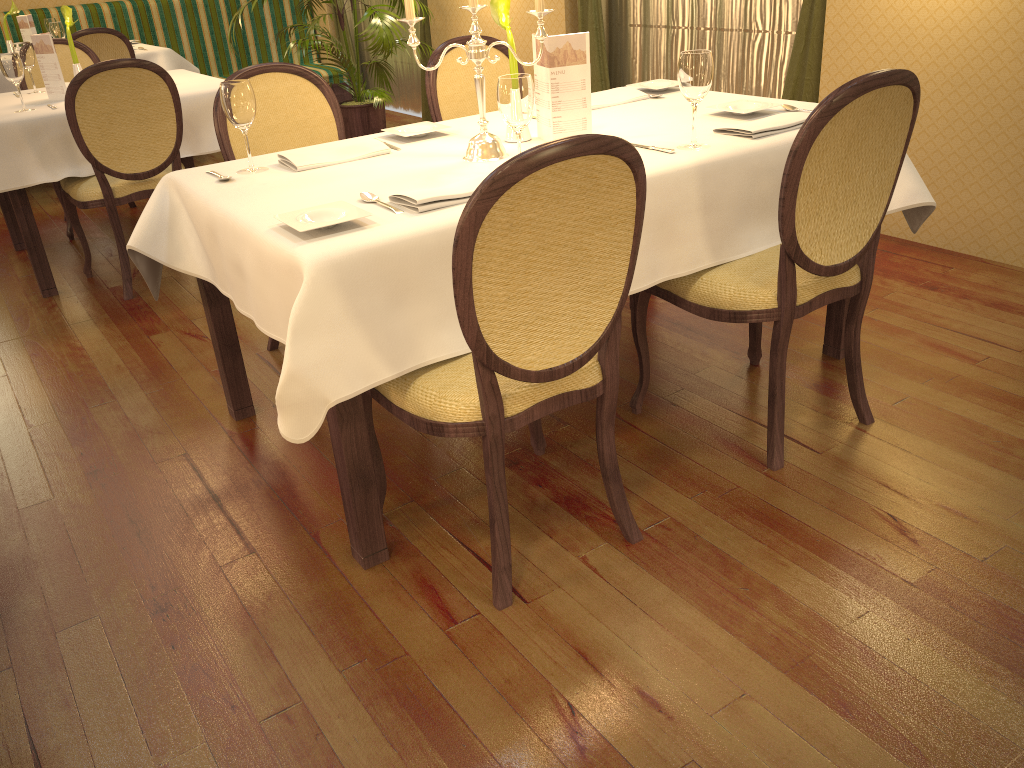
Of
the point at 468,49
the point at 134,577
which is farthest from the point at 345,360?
the point at 468,49

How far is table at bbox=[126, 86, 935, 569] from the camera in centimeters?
168cm

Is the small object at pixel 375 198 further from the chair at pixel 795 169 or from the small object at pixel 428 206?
the chair at pixel 795 169

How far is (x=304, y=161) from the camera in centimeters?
233cm

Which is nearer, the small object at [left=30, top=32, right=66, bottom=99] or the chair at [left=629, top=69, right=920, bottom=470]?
the chair at [left=629, top=69, right=920, bottom=470]

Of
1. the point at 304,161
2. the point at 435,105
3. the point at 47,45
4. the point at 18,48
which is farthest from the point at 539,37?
the point at 18,48

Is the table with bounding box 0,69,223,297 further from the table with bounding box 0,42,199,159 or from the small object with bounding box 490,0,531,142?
the small object with bounding box 490,0,531,142

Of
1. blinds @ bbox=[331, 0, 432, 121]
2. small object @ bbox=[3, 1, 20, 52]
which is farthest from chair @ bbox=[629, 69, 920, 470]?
small object @ bbox=[3, 1, 20, 52]

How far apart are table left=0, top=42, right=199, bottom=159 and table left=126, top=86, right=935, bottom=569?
4.0 meters

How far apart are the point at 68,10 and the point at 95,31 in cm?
148
